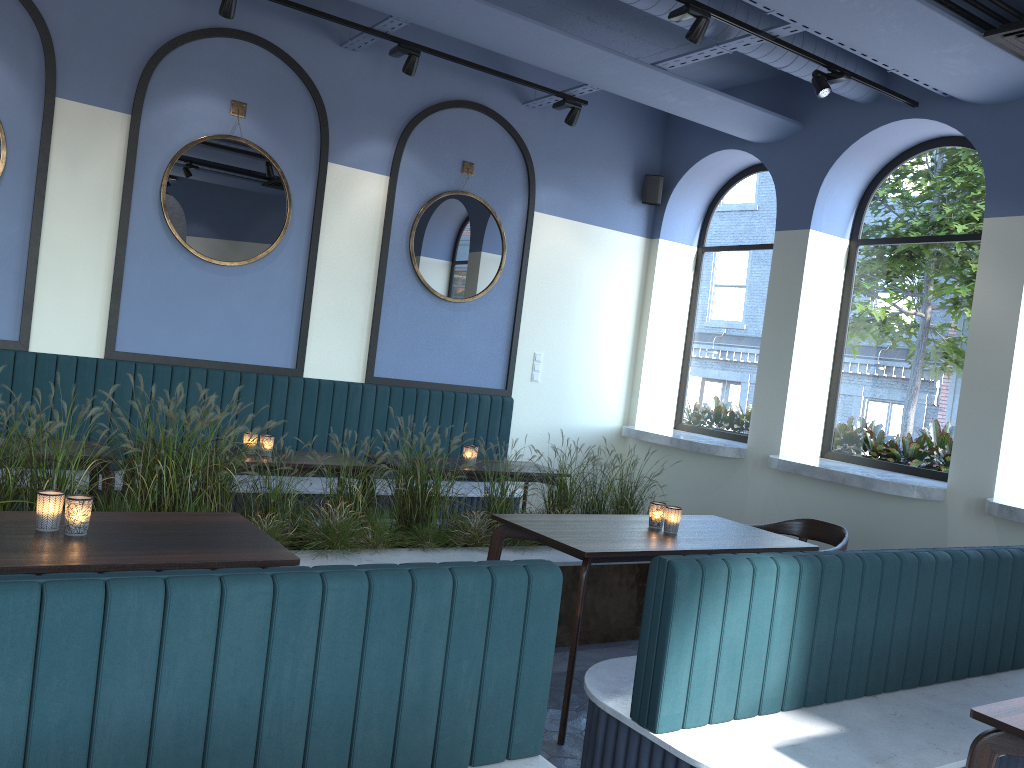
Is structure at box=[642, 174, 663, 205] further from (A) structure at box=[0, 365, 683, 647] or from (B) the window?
(A) structure at box=[0, 365, 683, 647]

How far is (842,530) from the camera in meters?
4.7 m

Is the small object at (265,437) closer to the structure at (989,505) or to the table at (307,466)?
the table at (307,466)

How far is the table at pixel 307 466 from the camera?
4.9m

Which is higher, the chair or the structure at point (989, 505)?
the structure at point (989, 505)

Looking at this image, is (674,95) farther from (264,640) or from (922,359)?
(264,640)

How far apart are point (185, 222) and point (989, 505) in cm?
519

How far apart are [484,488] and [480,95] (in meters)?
3.37

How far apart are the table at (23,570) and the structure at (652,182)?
3.81m

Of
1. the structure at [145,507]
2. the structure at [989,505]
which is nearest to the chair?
the structure at [145,507]
